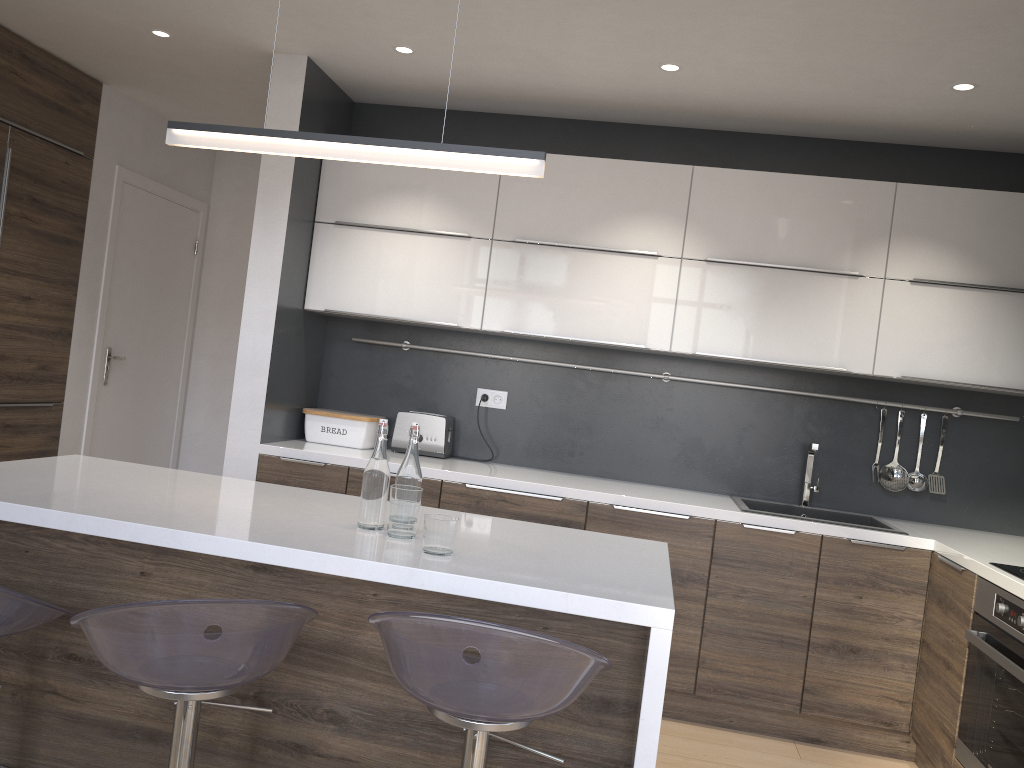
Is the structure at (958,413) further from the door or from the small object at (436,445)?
the door

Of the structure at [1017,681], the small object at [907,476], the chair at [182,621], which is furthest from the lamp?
the small object at [907,476]

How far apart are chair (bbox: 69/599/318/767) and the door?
3.20m

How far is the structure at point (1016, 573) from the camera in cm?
269

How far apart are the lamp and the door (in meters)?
2.73

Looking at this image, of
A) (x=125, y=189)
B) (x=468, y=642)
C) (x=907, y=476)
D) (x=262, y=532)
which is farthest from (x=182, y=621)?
(x=125, y=189)

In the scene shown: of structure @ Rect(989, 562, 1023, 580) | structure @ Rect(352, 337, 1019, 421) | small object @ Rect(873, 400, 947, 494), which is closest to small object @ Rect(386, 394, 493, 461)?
structure @ Rect(352, 337, 1019, 421)

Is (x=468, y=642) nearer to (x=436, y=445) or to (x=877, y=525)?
(x=436, y=445)

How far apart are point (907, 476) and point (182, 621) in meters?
3.2 m

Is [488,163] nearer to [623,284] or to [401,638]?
[401,638]
